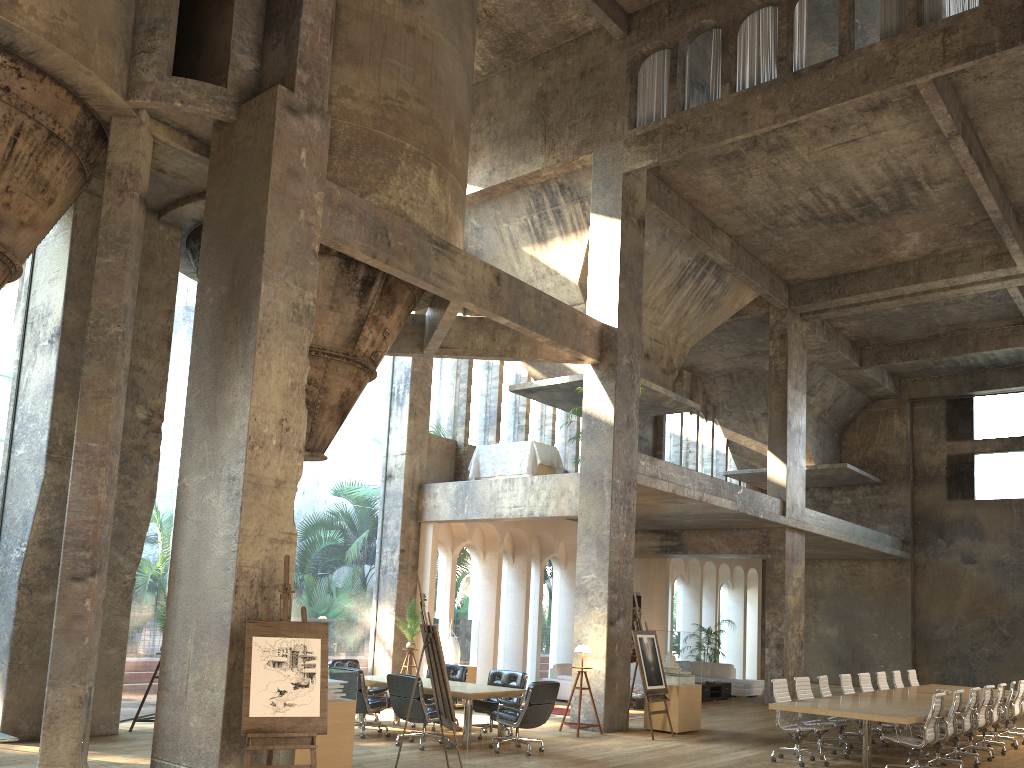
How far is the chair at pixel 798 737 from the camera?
10.7m

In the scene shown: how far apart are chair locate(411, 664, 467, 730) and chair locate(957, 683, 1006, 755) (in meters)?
7.38

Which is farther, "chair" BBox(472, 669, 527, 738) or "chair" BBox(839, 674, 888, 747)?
"chair" BBox(839, 674, 888, 747)

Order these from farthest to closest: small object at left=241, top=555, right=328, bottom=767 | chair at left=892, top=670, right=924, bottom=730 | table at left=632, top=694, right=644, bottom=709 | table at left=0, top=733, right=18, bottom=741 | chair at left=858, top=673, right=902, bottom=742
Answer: table at left=632, top=694, right=644, bottom=709 < chair at left=892, top=670, right=924, bottom=730 < chair at left=858, top=673, right=902, bottom=742 < small object at left=241, top=555, right=328, bottom=767 < table at left=0, top=733, right=18, bottom=741

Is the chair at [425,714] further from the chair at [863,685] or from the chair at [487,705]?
the chair at [863,685]

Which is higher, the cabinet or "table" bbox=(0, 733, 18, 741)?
"table" bbox=(0, 733, 18, 741)

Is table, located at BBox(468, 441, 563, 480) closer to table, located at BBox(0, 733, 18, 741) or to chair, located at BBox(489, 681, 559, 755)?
chair, located at BBox(489, 681, 559, 755)

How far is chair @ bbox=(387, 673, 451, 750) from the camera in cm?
1022

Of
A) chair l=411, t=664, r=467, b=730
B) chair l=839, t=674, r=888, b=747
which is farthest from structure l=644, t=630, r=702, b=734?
chair l=411, t=664, r=467, b=730

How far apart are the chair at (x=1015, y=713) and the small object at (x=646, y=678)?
5.8m
